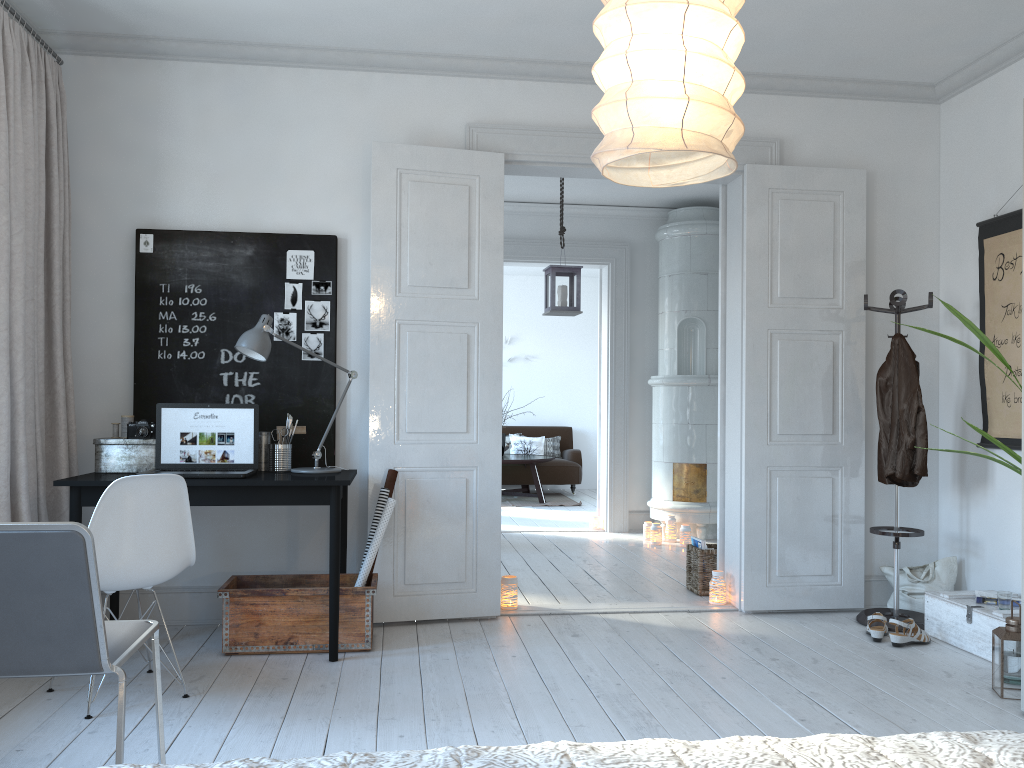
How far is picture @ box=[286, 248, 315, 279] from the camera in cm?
436

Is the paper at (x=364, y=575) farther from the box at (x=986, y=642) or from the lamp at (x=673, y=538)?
the lamp at (x=673, y=538)

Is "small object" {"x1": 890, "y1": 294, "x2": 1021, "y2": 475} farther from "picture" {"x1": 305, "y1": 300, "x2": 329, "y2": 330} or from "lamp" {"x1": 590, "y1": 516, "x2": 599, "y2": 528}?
"lamp" {"x1": 590, "y1": 516, "x2": 599, "y2": 528}

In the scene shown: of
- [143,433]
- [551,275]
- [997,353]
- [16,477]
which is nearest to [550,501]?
[551,275]

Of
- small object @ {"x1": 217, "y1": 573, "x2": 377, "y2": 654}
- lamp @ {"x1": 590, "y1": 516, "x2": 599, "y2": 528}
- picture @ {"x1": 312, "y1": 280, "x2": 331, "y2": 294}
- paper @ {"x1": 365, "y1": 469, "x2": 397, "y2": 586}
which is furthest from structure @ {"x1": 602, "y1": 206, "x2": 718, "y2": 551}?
picture @ {"x1": 312, "y1": 280, "x2": 331, "y2": 294}

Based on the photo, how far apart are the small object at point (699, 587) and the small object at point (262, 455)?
2.5m

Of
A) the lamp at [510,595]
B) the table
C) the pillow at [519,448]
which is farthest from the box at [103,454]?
the pillow at [519,448]

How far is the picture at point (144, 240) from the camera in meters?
4.3 m

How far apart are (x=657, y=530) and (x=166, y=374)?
4.0m

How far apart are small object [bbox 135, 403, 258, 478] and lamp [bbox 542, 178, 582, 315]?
2.5 meters
